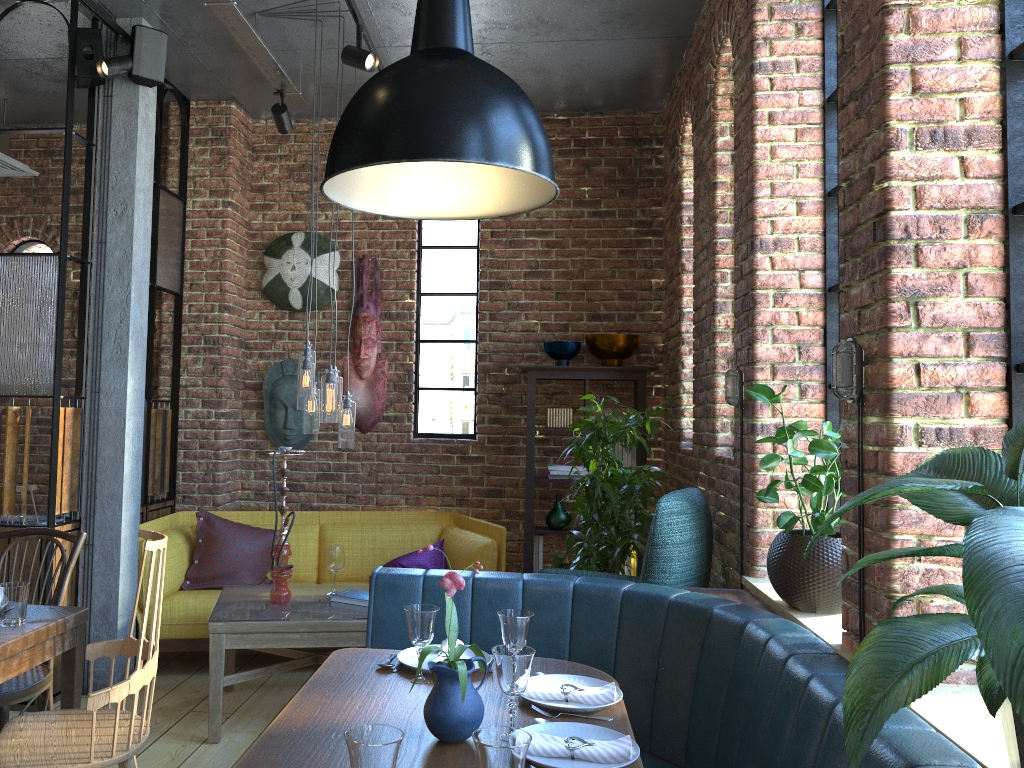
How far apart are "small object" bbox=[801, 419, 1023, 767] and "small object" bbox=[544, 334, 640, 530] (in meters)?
3.53

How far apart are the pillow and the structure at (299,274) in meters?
1.4 m

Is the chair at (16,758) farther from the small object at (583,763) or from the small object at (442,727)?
the small object at (583,763)

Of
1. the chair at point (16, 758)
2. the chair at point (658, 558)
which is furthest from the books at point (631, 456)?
the chair at point (16, 758)

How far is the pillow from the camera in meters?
4.8

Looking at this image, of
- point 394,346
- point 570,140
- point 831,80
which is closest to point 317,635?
point 394,346

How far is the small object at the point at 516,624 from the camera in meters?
2.3 m

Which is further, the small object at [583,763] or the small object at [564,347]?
the small object at [564,347]

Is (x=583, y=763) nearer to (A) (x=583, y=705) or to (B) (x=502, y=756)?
(A) (x=583, y=705)

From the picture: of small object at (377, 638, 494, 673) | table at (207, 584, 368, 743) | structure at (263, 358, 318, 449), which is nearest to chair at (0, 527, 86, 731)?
table at (207, 584, 368, 743)
